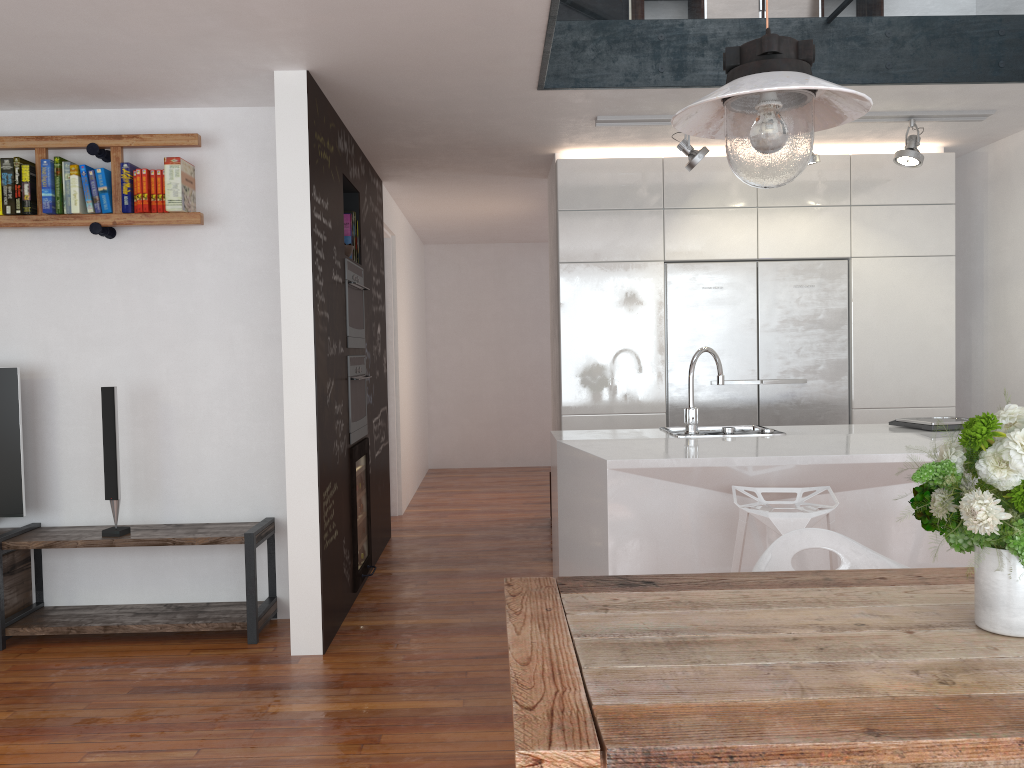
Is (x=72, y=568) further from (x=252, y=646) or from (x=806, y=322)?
(x=806, y=322)

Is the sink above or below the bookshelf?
below

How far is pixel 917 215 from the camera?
5.34m

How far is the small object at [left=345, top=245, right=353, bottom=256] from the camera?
4.8m

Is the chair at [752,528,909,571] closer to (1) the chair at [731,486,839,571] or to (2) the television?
(1) the chair at [731,486,839,571]

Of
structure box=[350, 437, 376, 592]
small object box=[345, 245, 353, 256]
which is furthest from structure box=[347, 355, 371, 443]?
small object box=[345, 245, 353, 256]

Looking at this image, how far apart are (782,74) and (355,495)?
3.5 meters

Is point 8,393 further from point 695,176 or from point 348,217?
point 695,176

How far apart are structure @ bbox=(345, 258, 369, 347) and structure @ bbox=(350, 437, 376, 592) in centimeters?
55cm

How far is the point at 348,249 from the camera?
4.8m
